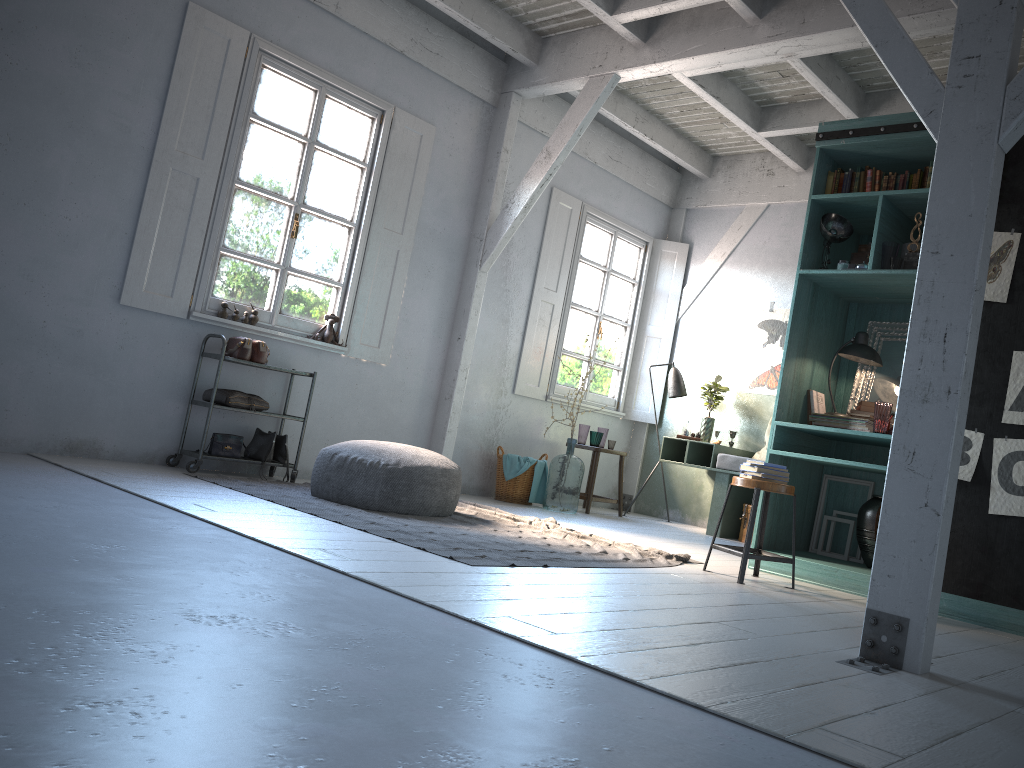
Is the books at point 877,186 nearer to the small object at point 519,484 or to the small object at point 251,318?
the small object at point 519,484

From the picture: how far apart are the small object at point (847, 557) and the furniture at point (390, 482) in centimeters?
270cm

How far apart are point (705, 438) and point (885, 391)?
3.2 meters

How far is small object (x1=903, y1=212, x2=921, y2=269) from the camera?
5.7m

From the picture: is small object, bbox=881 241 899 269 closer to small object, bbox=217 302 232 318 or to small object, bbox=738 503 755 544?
small object, bbox=738 503 755 544

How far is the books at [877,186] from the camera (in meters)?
6.11

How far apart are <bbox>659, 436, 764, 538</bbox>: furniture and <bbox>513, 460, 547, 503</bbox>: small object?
1.3m

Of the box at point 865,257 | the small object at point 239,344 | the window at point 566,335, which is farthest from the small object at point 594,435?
the small object at point 239,344

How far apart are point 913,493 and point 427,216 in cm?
587

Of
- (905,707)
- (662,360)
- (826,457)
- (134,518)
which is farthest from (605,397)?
(905,707)
